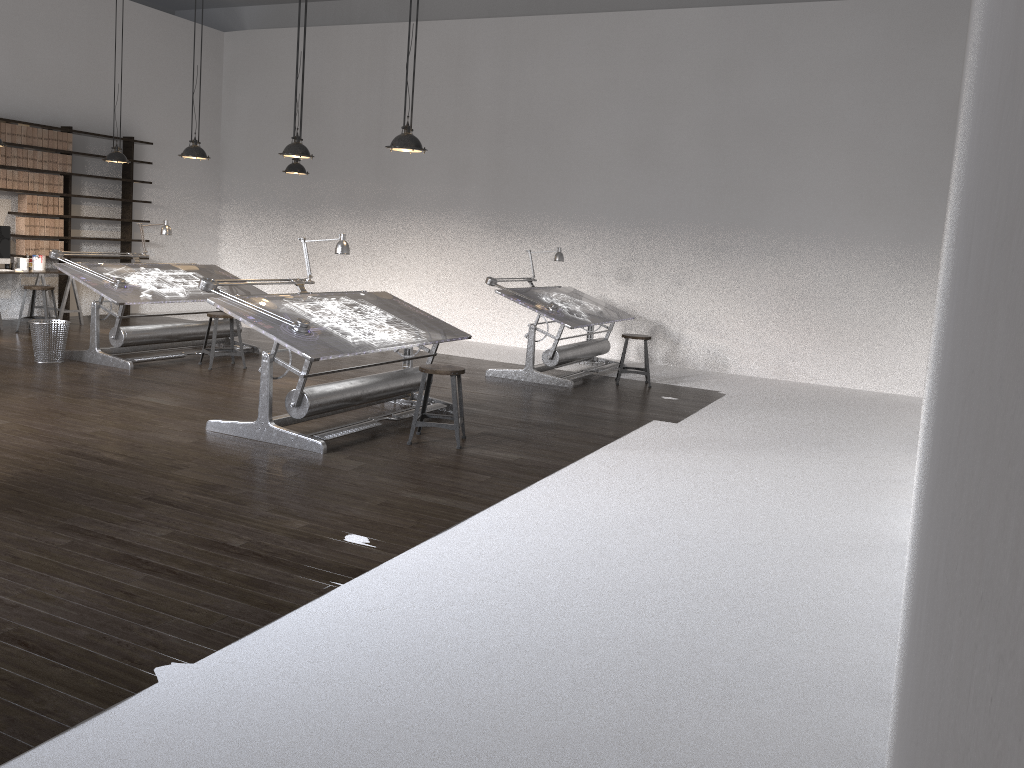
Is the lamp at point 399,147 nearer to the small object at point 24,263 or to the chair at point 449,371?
the chair at point 449,371

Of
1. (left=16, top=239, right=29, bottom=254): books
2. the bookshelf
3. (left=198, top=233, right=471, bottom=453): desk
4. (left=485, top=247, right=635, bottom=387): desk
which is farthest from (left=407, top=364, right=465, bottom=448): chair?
the bookshelf

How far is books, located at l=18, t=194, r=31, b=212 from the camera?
10.81m

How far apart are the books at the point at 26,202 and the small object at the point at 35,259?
0.6 meters

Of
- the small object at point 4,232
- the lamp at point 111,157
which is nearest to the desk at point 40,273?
the small object at point 4,232

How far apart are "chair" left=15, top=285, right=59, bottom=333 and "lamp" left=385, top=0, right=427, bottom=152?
5.9m

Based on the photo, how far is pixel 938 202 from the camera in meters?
9.6 m

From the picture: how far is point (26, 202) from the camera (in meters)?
10.81

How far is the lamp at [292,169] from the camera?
10.02m

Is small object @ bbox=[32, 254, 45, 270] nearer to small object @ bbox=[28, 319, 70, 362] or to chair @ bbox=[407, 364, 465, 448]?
small object @ bbox=[28, 319, 70, 362]
